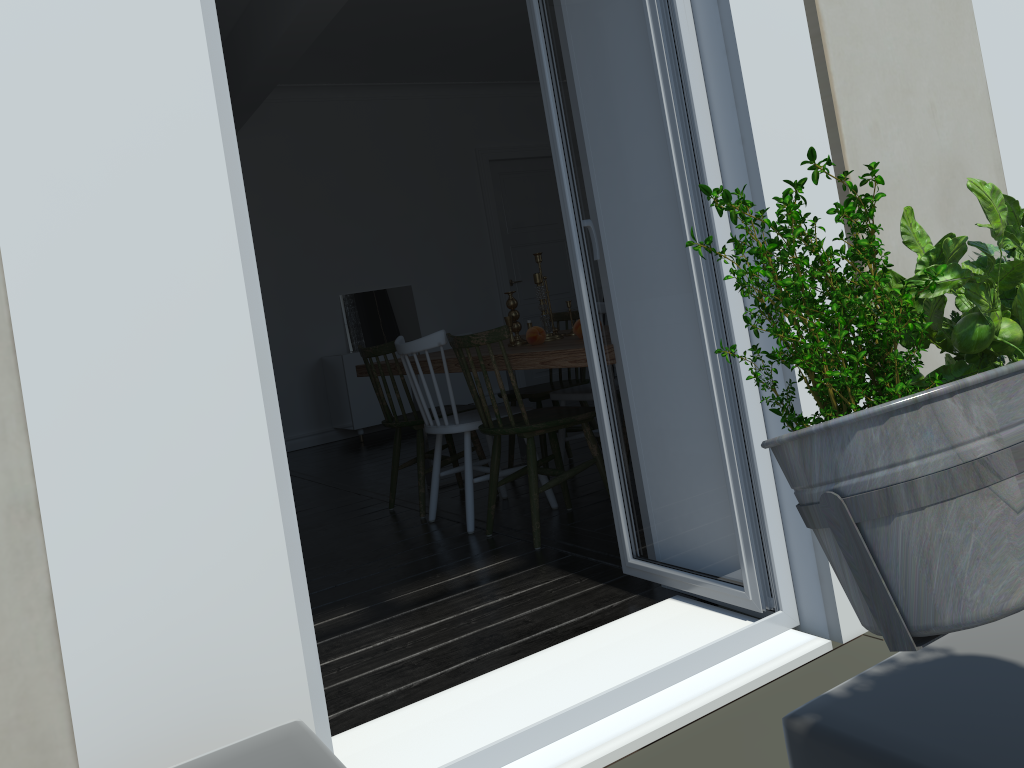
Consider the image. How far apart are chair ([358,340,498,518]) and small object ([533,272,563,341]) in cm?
62

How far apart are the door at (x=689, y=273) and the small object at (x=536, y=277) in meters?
1.3

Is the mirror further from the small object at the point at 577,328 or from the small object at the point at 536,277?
the small object at the point at 577,328

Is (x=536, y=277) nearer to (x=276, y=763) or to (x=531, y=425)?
(x=531, y=425)

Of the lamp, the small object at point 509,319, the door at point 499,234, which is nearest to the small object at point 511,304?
the small object at point 509,319

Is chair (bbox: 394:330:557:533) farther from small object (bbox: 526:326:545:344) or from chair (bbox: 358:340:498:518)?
small object (bbox: 526:326:545:344)

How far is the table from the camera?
2.9m

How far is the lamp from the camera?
0.60m

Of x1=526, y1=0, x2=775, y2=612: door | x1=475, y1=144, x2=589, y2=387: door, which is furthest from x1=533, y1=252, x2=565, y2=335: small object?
x1=475, y1=144, x2=589, y2=387: door

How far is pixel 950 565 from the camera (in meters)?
0.60
